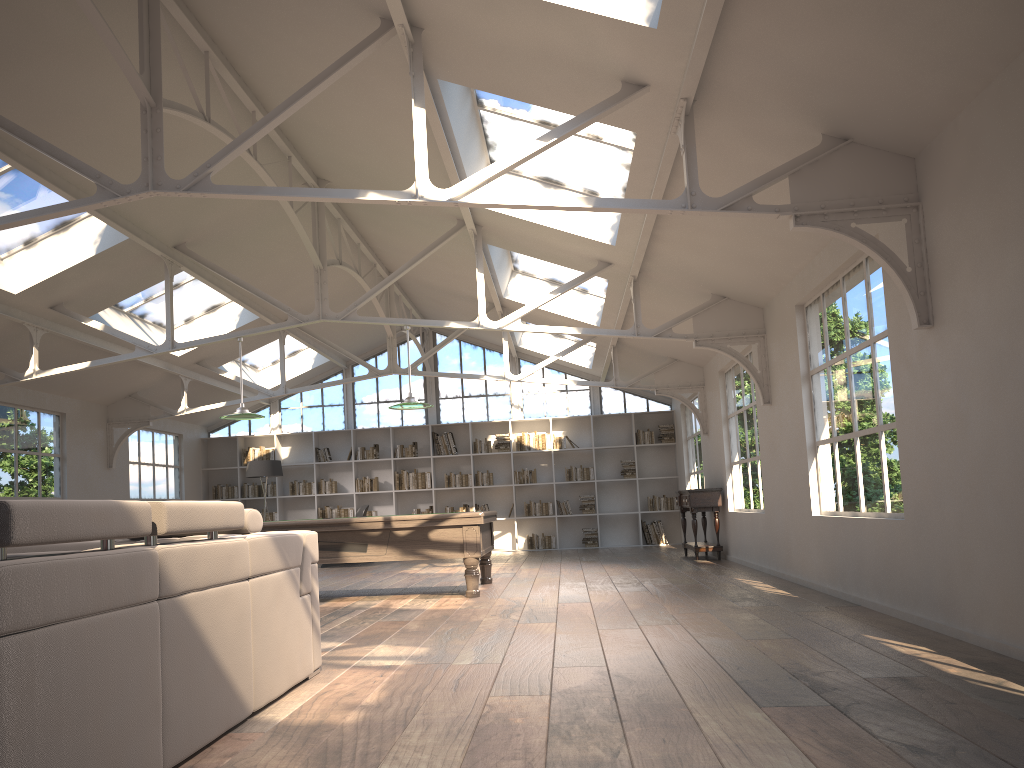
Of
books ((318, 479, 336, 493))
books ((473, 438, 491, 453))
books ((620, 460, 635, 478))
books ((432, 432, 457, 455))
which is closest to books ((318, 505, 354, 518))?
books ((318, 479, 336, 493))

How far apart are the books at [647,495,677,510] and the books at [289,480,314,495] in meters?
6.0

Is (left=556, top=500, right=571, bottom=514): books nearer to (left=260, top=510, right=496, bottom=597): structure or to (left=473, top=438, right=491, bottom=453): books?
(left=473, top=438, right=491, bottom=453): books

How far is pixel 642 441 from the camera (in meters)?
15.57

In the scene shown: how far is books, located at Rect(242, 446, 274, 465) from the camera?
15.9m

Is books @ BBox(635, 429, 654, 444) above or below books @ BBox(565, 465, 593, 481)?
above

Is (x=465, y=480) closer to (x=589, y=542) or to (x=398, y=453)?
(x=398, y=453)

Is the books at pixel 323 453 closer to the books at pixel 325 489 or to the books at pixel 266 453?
the books at pixel 325 489

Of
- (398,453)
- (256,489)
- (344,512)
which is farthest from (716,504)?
(256,489)

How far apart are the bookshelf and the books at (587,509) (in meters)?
0.13
